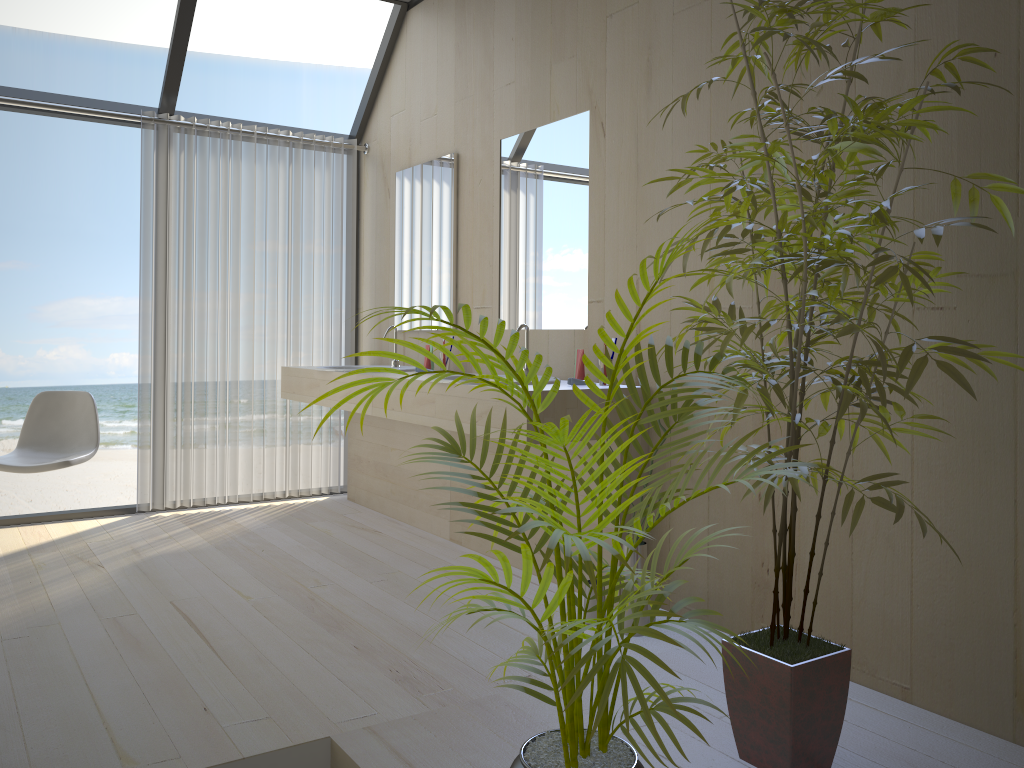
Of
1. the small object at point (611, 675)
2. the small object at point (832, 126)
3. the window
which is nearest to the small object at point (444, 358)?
the window

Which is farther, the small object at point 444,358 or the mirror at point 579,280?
the small object at point 444,358

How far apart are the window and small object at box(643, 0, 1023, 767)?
3.0 meters

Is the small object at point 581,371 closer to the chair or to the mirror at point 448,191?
the mirror at point 448,191

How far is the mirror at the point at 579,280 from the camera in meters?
3.5

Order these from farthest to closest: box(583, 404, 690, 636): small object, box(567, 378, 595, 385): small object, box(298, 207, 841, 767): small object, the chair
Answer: the chair → box(567, 378, 595, 385): small object → box(583, 404, 690, 636): small object → box(298, 207, 841, 767): small object

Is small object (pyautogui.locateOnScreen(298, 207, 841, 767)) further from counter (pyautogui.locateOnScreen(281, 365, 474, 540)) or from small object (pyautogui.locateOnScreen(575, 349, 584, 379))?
counter (pyautogui.locateOnScreen(281, 365, 474, 540))

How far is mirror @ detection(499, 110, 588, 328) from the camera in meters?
3.5 m

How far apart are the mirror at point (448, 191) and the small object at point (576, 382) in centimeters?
128cm

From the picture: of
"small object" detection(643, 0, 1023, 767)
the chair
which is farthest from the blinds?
"small object" detection(643, 0, 1023, 767)
